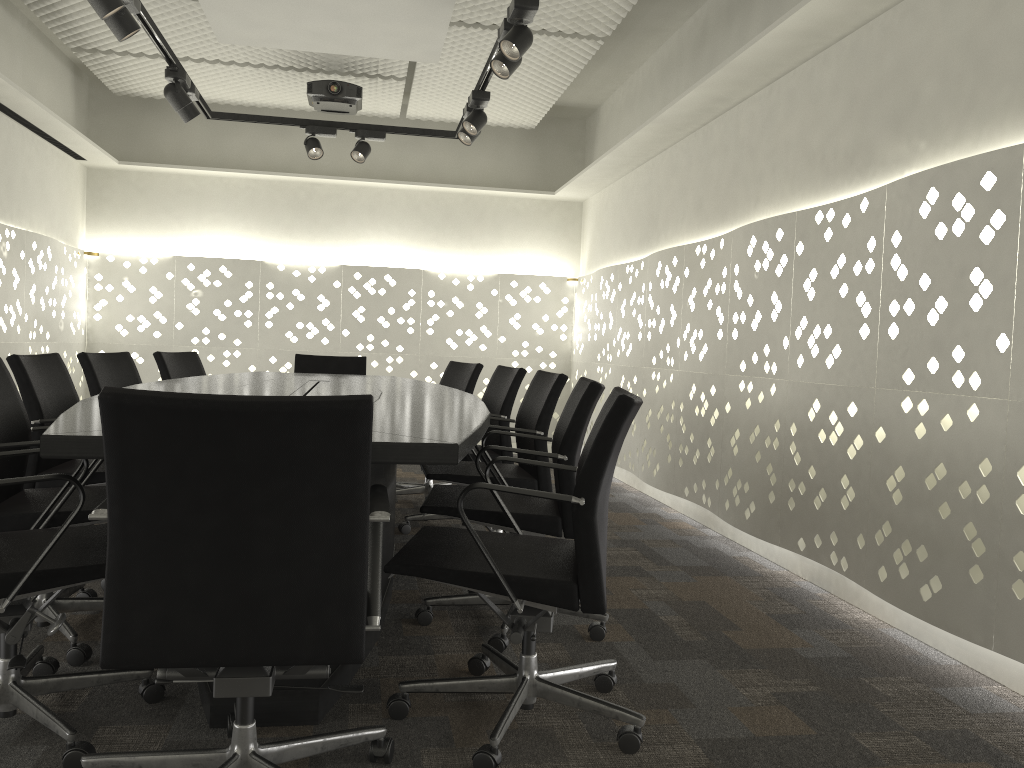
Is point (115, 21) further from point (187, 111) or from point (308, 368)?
point (308, 368)

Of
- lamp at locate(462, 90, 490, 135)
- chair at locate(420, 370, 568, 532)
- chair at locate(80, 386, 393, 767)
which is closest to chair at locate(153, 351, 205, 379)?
chair at locate(420, 370, 568, 532)

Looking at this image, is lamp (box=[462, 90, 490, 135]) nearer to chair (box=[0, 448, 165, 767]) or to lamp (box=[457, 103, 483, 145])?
lamp (box=[457, 103, 483, 145])

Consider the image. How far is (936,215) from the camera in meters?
2.6

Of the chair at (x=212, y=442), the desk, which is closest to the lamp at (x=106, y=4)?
the desk

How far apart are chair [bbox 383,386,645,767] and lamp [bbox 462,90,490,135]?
2.5 meters

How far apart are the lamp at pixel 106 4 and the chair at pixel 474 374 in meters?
2.3

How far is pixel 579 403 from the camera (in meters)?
2.48

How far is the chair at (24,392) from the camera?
2.9m

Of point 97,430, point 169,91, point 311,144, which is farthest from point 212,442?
point 311,144
